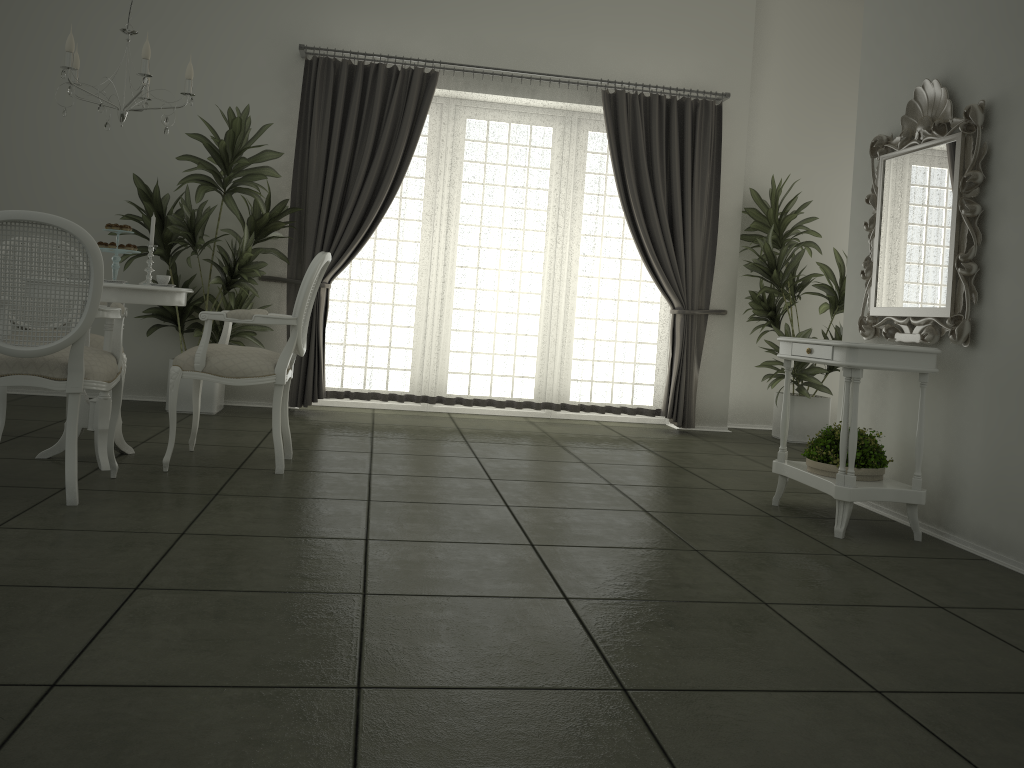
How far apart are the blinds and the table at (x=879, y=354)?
2.45m

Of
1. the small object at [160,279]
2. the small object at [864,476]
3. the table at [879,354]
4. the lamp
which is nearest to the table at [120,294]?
the small object at [160,279]

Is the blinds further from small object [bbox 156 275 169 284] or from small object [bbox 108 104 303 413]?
small object [bbox 156 275 169 284]

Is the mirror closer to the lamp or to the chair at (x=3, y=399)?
the lamp

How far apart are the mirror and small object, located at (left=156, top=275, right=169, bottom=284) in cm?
337

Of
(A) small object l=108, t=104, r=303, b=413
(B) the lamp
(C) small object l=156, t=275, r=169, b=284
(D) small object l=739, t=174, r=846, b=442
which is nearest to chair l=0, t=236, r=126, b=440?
(C) small object l=156, t=275, r=169, b=284

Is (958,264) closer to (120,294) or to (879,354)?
(879,354)

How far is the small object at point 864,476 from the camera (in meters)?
3.84

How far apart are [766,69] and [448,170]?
2.9 meters

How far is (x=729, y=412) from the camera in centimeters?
747cm
